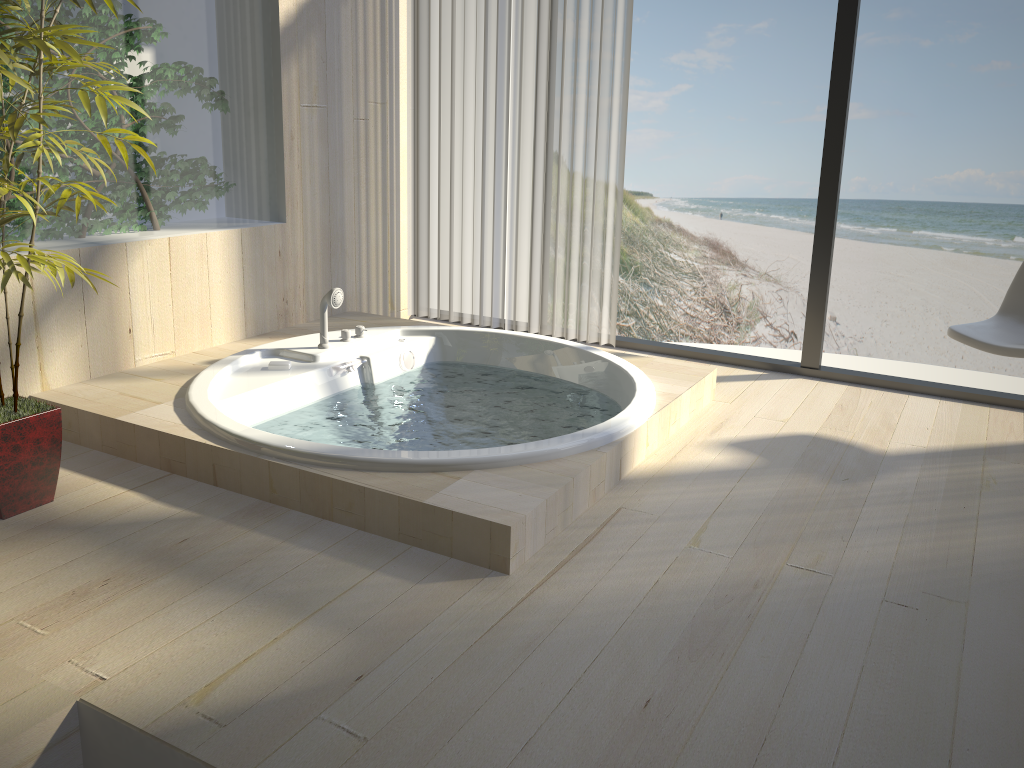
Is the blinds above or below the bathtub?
above

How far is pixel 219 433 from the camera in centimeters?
257cm

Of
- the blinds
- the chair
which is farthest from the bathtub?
the chair

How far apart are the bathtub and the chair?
0.8 meters

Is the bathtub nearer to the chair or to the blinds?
the blinds

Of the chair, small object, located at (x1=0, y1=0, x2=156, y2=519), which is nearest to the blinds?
the chair

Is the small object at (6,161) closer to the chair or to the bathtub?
the bathtub

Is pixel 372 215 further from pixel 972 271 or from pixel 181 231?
pixel 972 271

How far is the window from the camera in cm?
346

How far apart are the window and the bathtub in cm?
58
